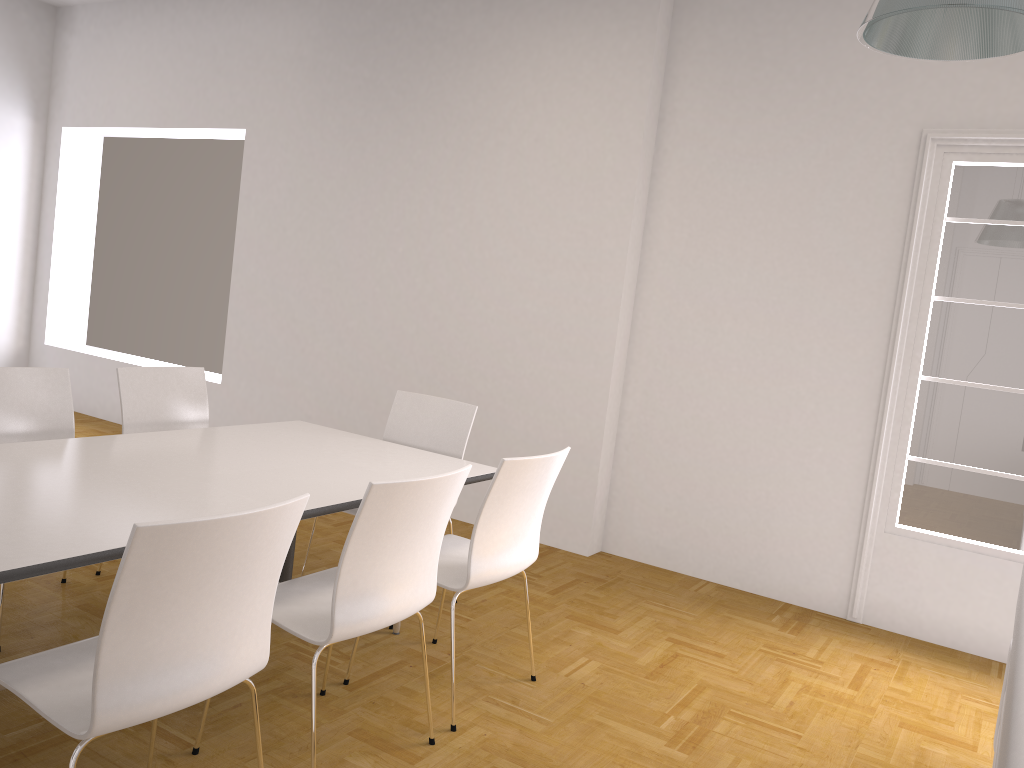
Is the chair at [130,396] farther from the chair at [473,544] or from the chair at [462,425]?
the chair at [473,544]

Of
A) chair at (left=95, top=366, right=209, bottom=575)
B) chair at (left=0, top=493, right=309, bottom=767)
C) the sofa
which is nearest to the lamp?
the sofa

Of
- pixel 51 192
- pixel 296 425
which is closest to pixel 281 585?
pixel 296 425

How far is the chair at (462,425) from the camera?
4.2m

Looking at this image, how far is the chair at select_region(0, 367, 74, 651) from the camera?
3.5m

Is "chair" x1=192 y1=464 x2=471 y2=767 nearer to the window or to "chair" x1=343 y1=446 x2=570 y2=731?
"chair" x1=343 y1=446 x2=570 y2=731

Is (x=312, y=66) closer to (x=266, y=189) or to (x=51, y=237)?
(x=266, y=189)

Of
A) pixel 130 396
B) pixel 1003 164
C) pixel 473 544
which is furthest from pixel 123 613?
pixel 1003 164

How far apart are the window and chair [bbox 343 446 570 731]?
2.11m

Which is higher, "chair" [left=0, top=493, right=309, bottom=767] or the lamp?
the lamp
